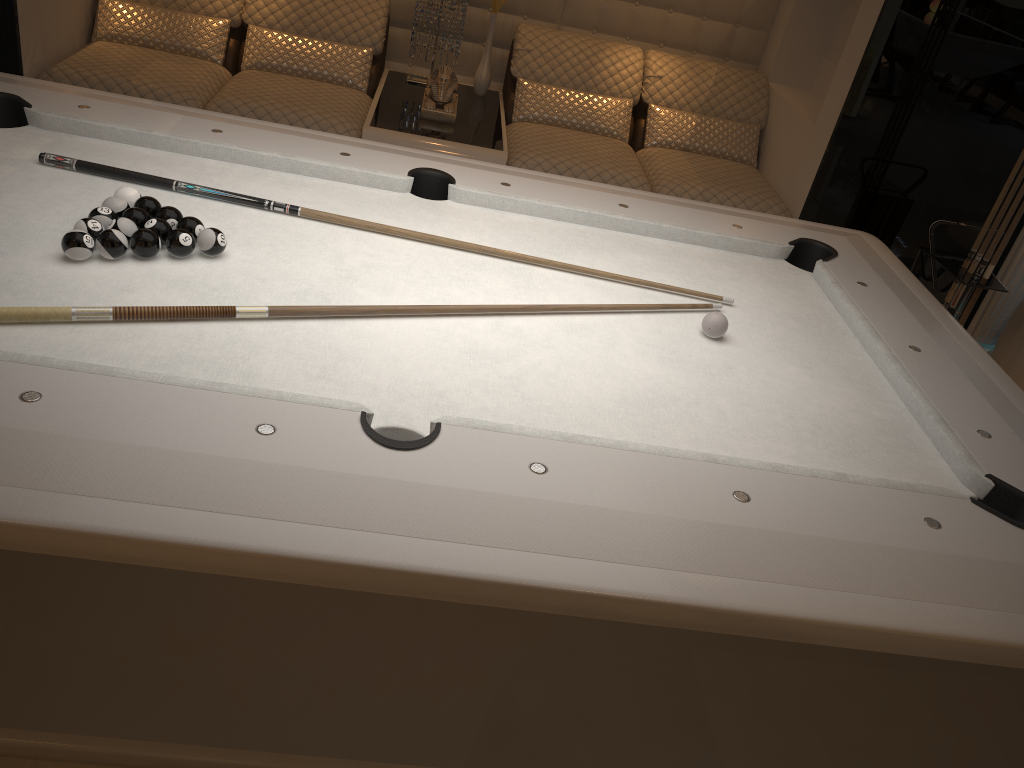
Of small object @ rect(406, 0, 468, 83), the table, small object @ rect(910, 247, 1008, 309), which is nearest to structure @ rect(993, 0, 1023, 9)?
small object @ rect(910, 247, 1008, 309)

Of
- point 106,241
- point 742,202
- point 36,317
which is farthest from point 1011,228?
point 36,317

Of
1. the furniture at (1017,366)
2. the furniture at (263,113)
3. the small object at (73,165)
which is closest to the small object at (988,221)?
the furniture at (1017,366)

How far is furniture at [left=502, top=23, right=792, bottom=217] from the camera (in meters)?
3.86

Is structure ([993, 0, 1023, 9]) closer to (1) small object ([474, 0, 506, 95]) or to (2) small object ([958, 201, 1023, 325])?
(2) small object ([958, 201, 1023, 325])

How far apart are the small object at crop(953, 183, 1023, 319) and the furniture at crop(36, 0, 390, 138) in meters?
2.5

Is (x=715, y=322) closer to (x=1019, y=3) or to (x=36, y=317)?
(x=36, y=317)

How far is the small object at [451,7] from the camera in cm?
416

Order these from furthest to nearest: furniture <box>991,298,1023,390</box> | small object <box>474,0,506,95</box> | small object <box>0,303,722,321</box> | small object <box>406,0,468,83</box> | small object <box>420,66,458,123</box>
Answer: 1. small object <box>474,0,506,95</box>
2. small object <box>406,0,468,83</box>
3. small object <box>420,66,458,123</box>
4. furniture <box>991,298,1023,390</box>
5. small object <box>0,303,722,321</box>

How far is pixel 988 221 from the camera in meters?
3.4
